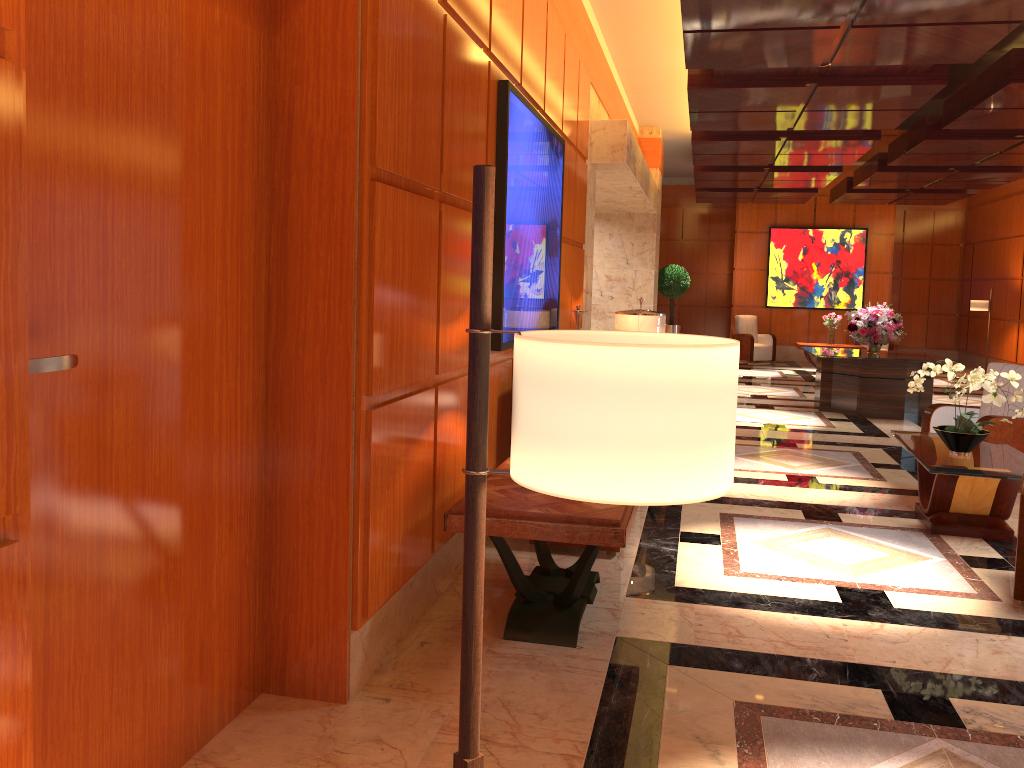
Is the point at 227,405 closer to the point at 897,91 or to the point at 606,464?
the point at 606,464

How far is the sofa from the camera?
4.90m

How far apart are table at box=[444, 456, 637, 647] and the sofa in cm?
56

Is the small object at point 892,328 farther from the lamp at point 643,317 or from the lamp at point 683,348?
the lamp at point 683,348

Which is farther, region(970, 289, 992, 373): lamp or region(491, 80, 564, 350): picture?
region(970, 289, 992, 373): lamp

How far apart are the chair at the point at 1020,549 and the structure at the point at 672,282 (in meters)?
12.84

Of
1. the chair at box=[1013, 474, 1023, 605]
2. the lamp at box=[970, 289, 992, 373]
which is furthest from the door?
the lamp at box=[970, 289, 992, 373]

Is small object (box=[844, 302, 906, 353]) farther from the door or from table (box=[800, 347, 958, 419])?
the door

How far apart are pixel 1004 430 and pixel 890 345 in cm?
1160

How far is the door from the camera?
2.1 meters
